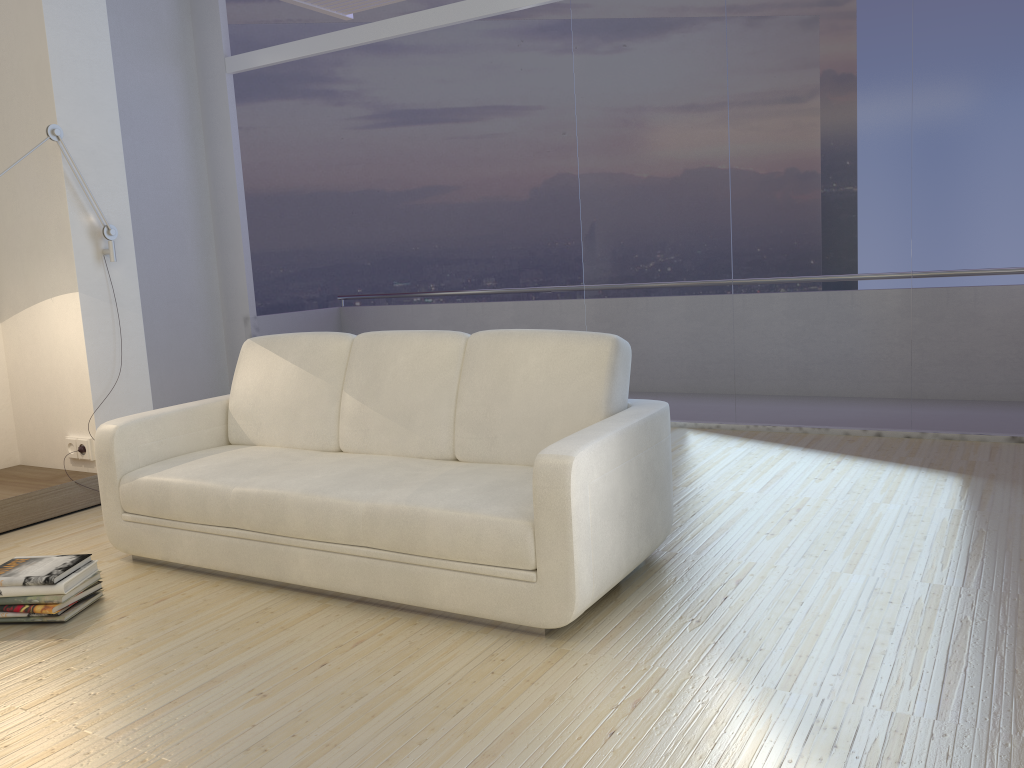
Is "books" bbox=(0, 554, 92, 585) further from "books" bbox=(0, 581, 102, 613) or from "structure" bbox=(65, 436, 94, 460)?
"structure" bbox=(65, 436, 94, 460)

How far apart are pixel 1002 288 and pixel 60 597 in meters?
4.6

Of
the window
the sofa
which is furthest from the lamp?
the window

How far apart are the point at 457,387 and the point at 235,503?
0.9m

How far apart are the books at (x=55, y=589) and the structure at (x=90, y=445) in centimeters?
150cm

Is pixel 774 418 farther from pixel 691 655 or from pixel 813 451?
pixel 691 655

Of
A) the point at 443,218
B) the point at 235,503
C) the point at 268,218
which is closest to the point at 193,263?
the point at 268,218

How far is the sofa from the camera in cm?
264

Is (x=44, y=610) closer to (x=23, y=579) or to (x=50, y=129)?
(x=23, y=579)

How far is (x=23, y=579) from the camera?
3.0 meters
